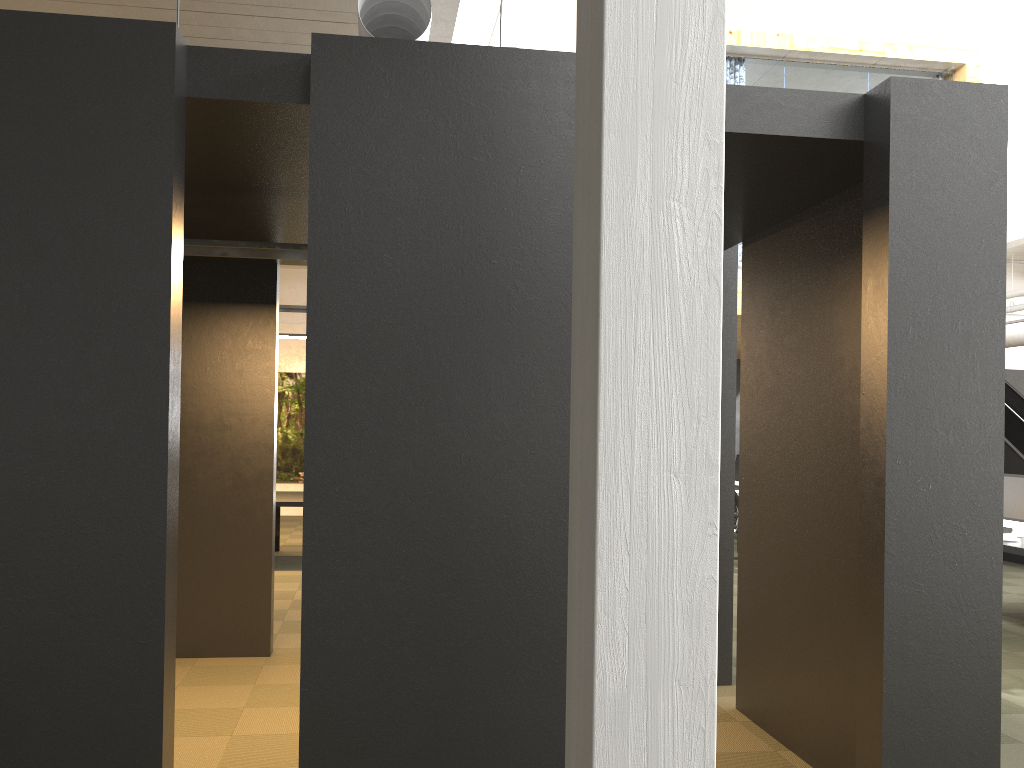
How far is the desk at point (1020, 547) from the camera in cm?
674

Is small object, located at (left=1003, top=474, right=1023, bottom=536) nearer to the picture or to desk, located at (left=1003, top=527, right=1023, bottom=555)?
desk, located at (left=1003, top=527, right=1023, bottom=555)

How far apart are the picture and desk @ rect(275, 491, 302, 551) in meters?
5.1 m

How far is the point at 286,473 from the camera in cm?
1554

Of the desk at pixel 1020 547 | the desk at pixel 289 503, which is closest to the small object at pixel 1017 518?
the desk at pixel 1020 547

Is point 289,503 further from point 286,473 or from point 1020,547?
point 1020,547

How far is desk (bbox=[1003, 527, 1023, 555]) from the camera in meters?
6.7 m

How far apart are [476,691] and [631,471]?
1.4m

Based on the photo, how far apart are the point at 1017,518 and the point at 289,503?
7.0m

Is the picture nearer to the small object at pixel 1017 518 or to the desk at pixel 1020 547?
the small object at pixel 1017 518
